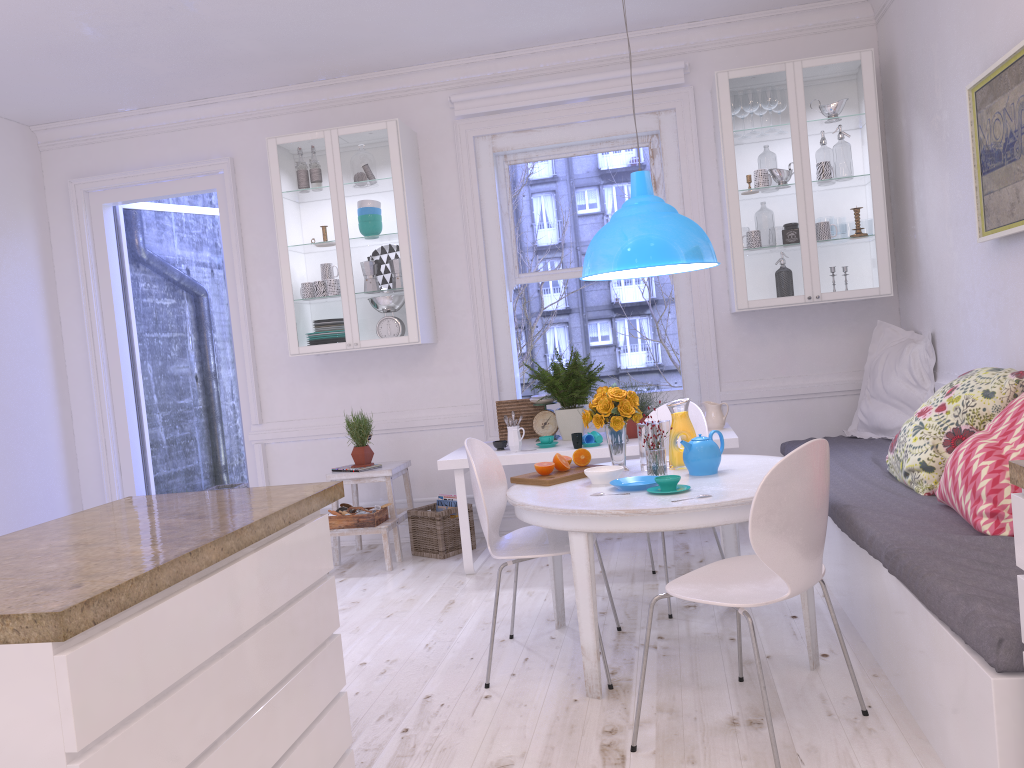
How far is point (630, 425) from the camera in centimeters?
465cm

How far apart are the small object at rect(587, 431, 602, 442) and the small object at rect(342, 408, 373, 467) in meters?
1.4 m

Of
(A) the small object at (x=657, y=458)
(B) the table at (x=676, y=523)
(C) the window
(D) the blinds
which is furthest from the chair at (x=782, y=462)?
(D) the blinds

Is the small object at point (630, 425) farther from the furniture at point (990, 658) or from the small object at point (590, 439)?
the furniture at point (990, 658)

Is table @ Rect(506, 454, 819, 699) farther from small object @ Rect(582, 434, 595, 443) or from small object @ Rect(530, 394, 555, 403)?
small object @ Rect(530, 394, 555, 403)

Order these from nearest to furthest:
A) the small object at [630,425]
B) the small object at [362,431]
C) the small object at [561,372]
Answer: the small object at [630,425] → the small object at [561,372] → the small object at [362,431]

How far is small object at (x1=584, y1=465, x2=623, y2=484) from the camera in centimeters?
322cm

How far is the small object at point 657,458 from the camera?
3.3 meters

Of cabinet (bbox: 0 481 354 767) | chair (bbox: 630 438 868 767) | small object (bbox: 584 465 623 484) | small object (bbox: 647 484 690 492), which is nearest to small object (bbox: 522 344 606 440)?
small object (bbox: 584 465 623 484)

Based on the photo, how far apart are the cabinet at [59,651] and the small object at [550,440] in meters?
2.3 m
